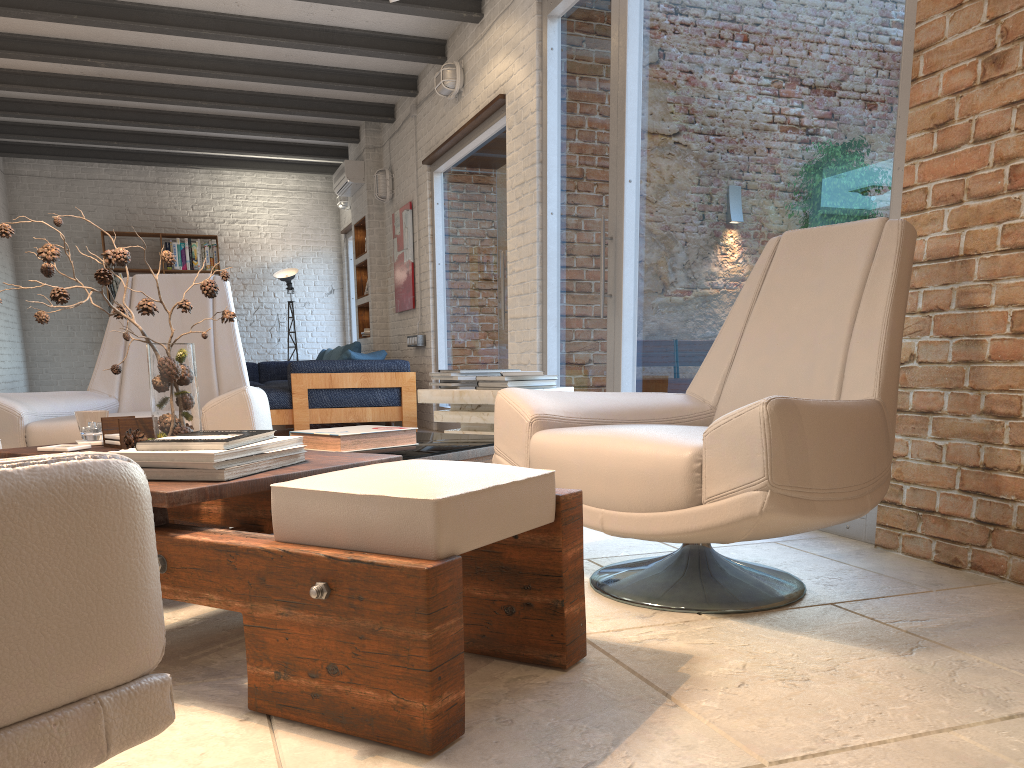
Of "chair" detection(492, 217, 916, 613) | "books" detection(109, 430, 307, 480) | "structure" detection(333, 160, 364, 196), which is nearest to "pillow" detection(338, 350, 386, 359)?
"structure" detection(333, 160, 364, 196)

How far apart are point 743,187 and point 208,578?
2.9m

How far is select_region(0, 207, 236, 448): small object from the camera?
2.1 meters

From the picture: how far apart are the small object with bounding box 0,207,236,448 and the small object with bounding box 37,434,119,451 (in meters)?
0.15

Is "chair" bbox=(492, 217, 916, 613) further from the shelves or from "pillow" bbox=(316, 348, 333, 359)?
"pillow" bbox=(316, 348, 333, 359)

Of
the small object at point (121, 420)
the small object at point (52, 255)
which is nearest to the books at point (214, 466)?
the small object at point (52, 255)

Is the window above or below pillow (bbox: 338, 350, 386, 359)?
above

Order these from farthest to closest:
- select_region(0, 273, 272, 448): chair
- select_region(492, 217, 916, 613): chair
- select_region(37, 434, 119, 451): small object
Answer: select_region(0, 273, 272, 448): chair < select_region(37, 434, 119, 451): small object < select_region(492, 217, 916, 613): chair

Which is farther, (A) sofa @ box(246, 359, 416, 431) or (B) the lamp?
(B) the lamp

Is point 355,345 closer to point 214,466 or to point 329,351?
point 329,351
